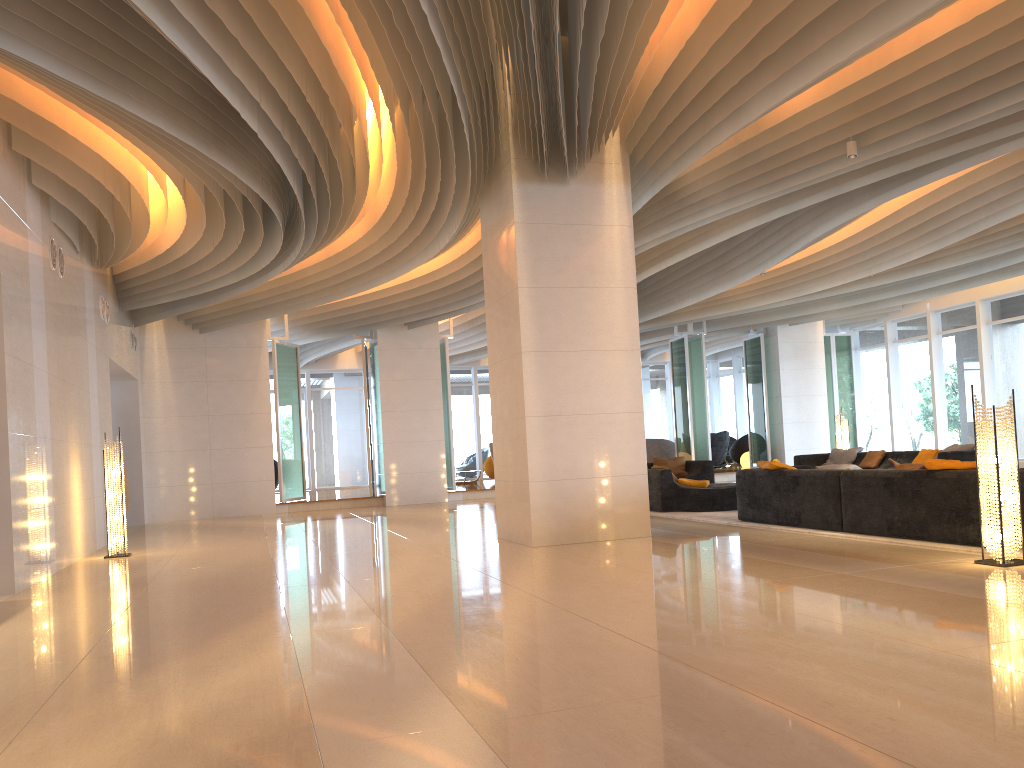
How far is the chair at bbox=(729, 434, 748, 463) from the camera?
24.62m

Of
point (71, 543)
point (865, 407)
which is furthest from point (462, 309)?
point (865, 407)

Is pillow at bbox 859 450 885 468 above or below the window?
below

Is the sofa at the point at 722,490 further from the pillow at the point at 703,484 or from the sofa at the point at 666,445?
the sofa at the point at 666,445

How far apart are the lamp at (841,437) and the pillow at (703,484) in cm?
609

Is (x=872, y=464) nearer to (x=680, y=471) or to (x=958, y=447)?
(x=958, y=447)

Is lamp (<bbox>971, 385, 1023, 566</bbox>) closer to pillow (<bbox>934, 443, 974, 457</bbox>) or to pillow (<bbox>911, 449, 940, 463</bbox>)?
pillow (<bbox>934, 443, 974, 457</bbox>)

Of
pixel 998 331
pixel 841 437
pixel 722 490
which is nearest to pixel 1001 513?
pixel 722 490

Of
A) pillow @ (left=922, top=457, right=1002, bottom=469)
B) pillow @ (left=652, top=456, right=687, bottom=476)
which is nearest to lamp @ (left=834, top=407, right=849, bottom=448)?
pillow @ (left=652, top=456, right=687, bottom=476)

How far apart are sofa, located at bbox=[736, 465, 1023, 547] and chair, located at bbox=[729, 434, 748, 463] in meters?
14.8 m
